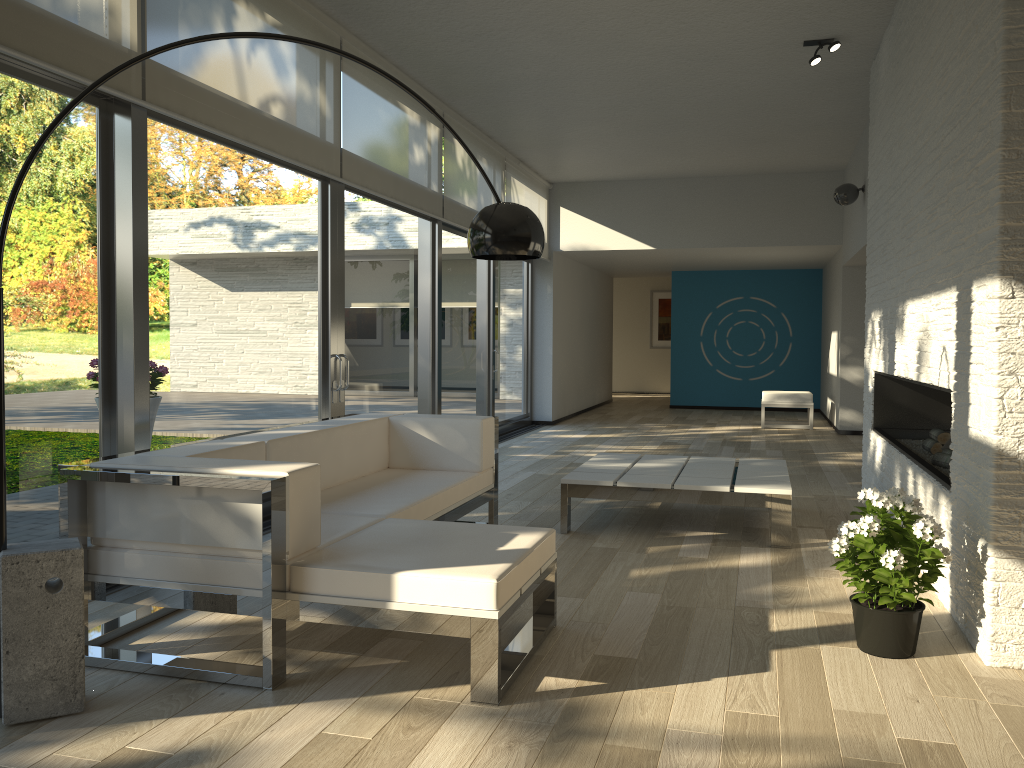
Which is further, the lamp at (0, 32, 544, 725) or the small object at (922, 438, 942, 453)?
the small object at (922, 438, 942, 453)

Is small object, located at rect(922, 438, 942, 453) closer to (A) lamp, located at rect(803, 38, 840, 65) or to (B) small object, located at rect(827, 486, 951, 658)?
(B) small object, located at rect(827, 486, 951, 658)

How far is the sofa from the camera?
2.7 meters

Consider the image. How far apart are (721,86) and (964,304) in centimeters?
406cm

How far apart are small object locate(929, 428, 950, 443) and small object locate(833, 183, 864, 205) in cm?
347

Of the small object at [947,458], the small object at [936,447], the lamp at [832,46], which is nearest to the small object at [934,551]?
the small object at [947,458]

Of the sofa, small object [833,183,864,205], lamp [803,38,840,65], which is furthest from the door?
small object [833,183,864,205]

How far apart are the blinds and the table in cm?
236

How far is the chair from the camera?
10.89m

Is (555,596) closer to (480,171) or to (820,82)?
(480,171)
